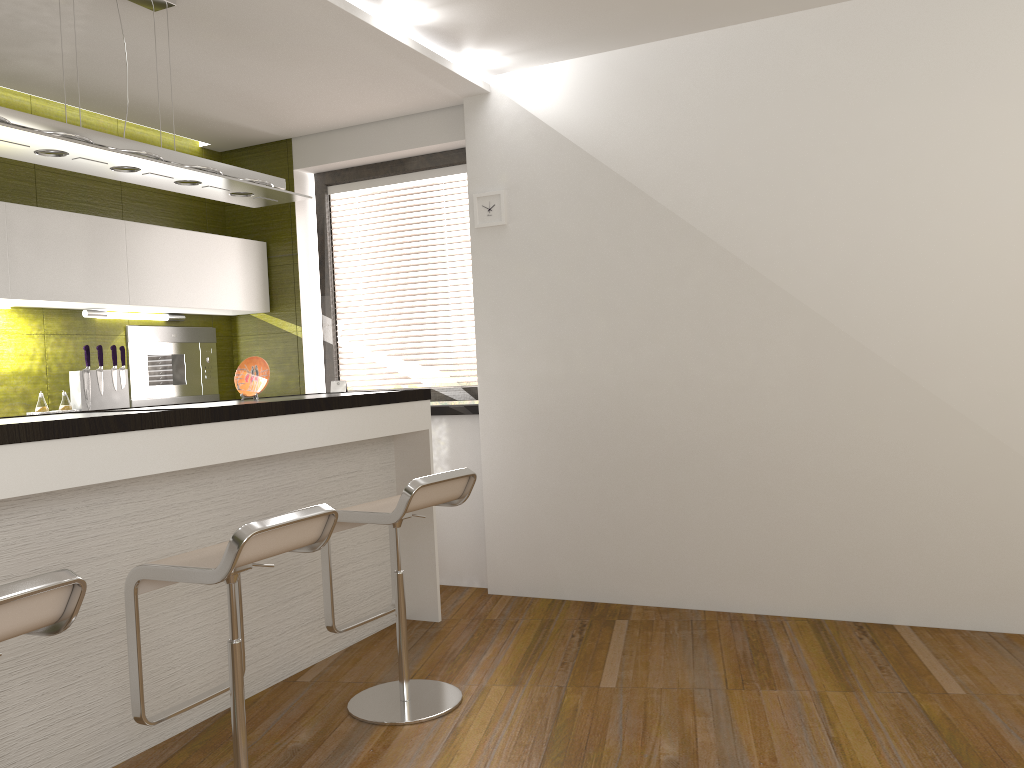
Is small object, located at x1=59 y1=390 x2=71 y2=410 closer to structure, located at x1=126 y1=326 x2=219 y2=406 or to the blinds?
structure, located at x1=126 y1=326 x2=219 y2=406

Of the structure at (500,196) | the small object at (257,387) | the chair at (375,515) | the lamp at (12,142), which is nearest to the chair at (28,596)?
the chair at (375,515)

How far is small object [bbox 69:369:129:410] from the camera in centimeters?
447cm

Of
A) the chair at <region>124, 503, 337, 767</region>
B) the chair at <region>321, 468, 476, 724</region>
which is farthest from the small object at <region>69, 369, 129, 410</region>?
the chair at <region>124, 503, 337, 767</region>

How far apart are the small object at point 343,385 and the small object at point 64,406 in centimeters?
146cm

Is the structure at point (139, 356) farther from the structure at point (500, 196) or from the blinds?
the structure at point (500, 196)

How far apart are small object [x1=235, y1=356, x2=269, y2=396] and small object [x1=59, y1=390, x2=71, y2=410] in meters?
1.1 m

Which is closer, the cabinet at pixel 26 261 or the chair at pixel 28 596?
the chair at pixel 28 596

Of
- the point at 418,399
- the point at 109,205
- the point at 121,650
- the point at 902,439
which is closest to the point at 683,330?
the point at 902,439

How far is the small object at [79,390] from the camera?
4.5m
